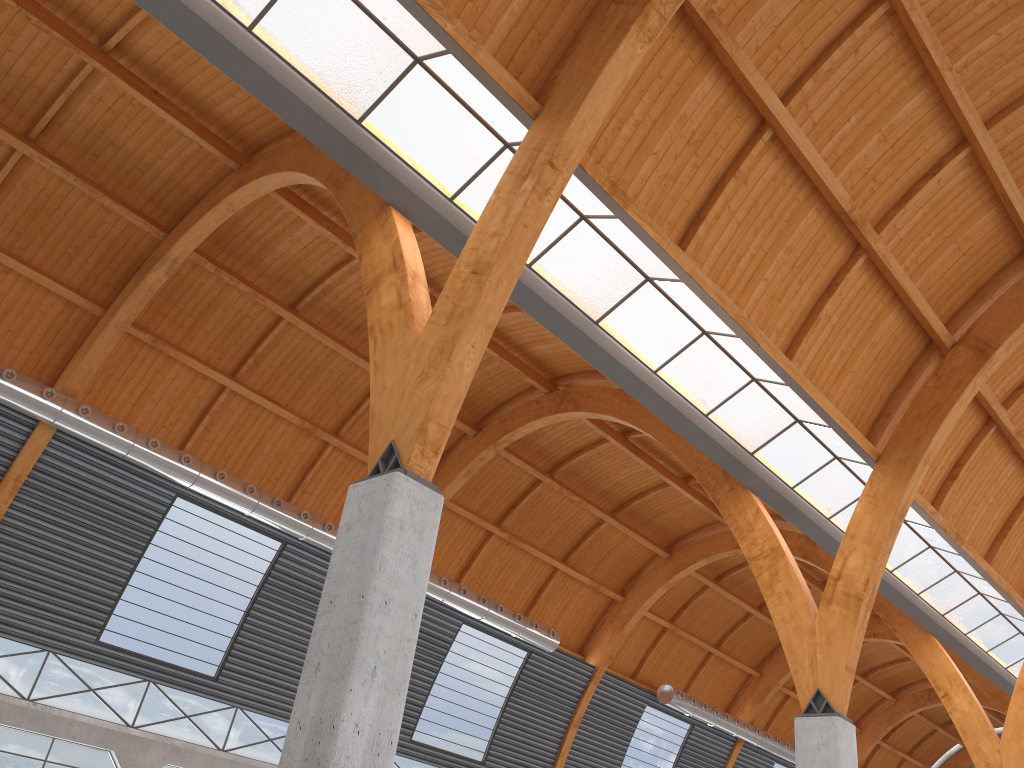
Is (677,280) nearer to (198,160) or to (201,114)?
(201,114)
